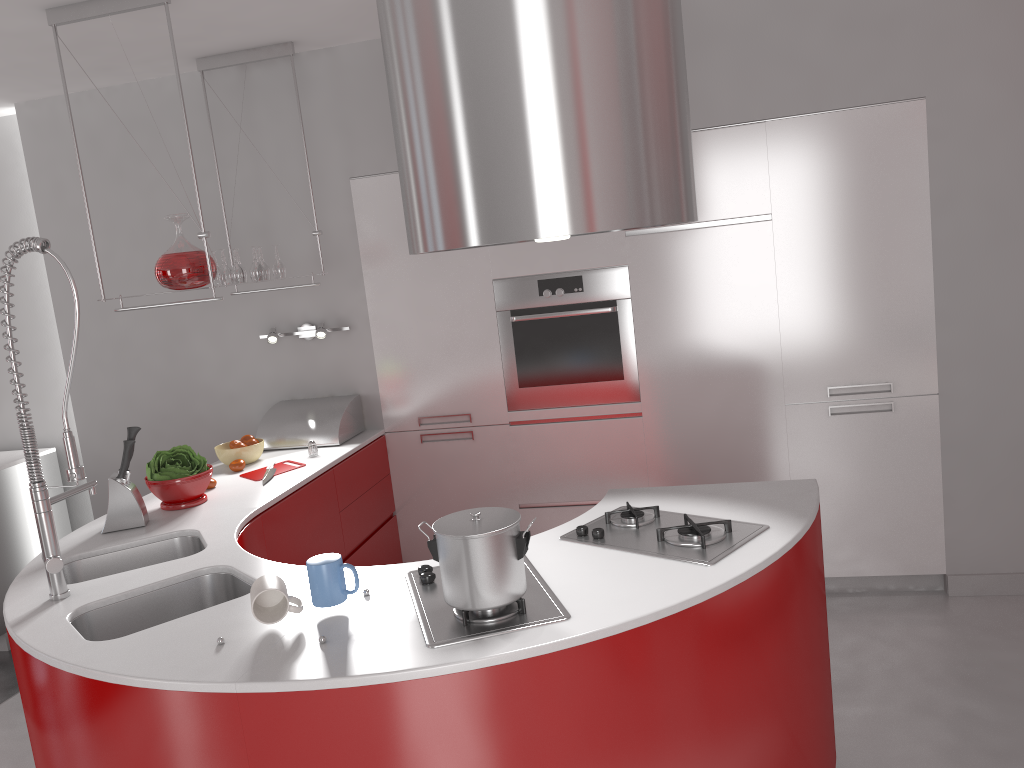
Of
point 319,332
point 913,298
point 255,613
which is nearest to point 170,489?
point 319,332

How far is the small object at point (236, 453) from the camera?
3.64m

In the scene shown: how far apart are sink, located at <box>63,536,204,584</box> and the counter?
0.0m

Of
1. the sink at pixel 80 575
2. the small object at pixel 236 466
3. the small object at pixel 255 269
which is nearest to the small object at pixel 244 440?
the small object at pixel 236 466

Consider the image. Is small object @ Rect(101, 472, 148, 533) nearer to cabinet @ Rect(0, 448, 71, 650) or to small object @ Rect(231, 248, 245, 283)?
small object @ Rect(231, 248, 245, 283)

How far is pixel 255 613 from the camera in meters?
1.9

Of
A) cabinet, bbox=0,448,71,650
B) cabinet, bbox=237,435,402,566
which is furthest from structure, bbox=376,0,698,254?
cabinet, bbox=0,448,71,650

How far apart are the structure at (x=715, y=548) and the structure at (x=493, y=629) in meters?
0.2

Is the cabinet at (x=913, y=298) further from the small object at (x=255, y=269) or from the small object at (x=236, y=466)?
the small object at (x=236, y=466)

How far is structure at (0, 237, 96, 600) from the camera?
2.2 meters
